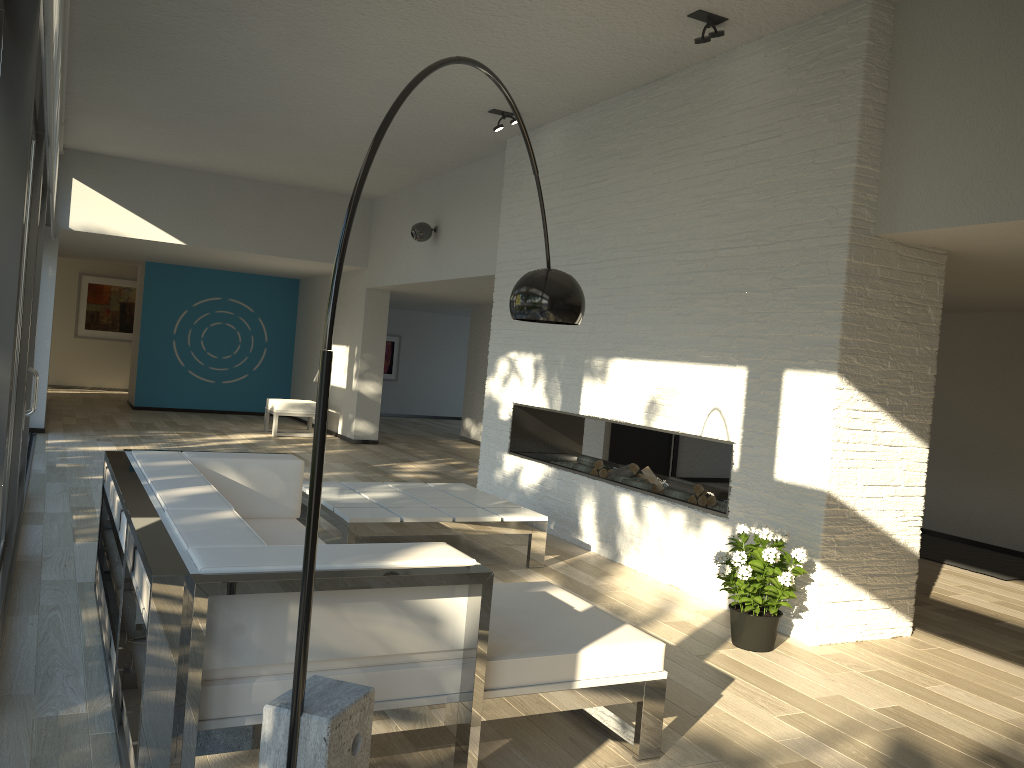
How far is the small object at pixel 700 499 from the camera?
5.4m

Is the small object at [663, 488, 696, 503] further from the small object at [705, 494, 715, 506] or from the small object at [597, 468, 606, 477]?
the small object at [597, 468, 606, 477]

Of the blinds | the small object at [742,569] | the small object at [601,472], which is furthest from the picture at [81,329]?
the small object at [742,569]

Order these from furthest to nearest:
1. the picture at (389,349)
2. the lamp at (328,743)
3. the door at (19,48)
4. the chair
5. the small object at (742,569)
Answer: the picture at (389,349), the chair, the small object at (742,569), the door at (19,48), the lamp at (328,743)

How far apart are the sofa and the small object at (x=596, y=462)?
2.67m

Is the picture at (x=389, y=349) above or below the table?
above

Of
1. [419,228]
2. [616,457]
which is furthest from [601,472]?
[419,228]

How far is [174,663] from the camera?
2.12m

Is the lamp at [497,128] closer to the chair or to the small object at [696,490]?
the small object at [696,490]

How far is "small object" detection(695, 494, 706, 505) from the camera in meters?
5.4
